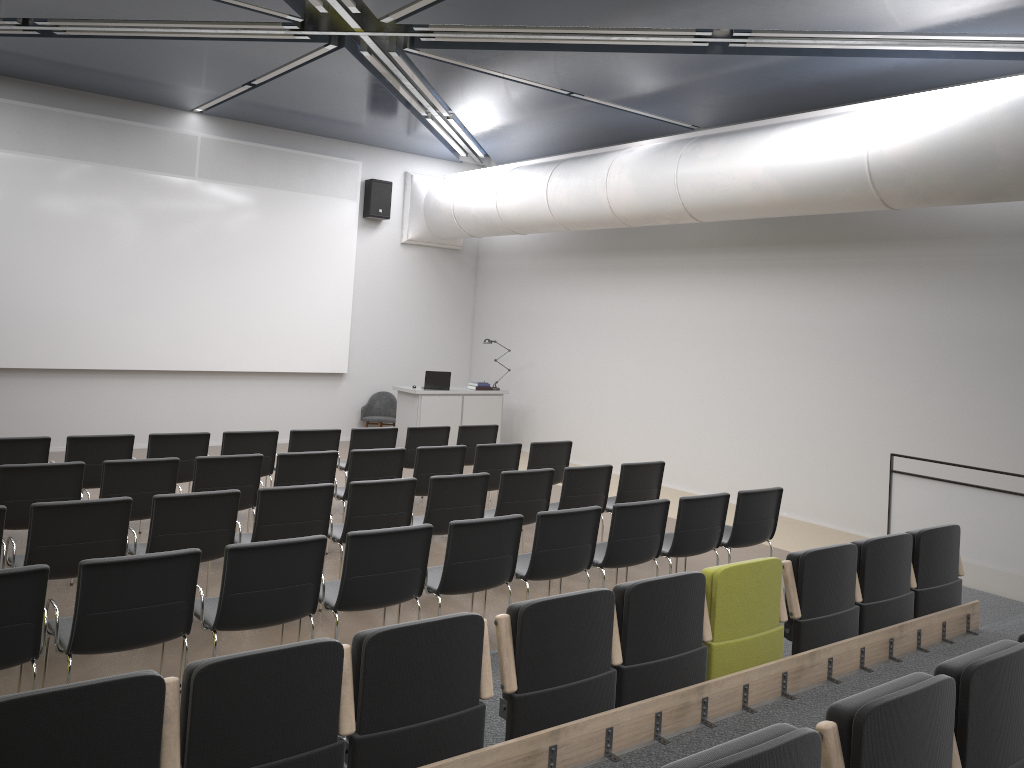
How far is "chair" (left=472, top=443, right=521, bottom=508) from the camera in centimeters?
867cm

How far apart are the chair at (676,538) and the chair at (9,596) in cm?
420

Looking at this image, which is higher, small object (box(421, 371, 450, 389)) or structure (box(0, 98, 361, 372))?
structure (box(0, 98, 361, 372))

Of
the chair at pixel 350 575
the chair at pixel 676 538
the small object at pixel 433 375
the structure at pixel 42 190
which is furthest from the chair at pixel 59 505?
the small object at pixel 433 375

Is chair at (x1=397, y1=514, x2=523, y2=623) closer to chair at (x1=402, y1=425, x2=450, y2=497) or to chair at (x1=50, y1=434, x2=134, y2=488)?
chair at (x1=50, y1=434, x2=134, y2=488)

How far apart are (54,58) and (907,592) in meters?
10.3 m

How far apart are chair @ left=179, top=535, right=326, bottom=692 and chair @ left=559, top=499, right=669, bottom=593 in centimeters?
218cm

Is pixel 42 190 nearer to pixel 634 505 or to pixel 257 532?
pixel 257 532

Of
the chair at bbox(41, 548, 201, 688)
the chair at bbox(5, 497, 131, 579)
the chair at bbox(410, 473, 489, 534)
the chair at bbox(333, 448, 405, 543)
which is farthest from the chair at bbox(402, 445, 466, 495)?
the chair at bbox(41, 548, 201, 688)

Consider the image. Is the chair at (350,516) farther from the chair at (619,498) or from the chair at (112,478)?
the chair at (619,498)
